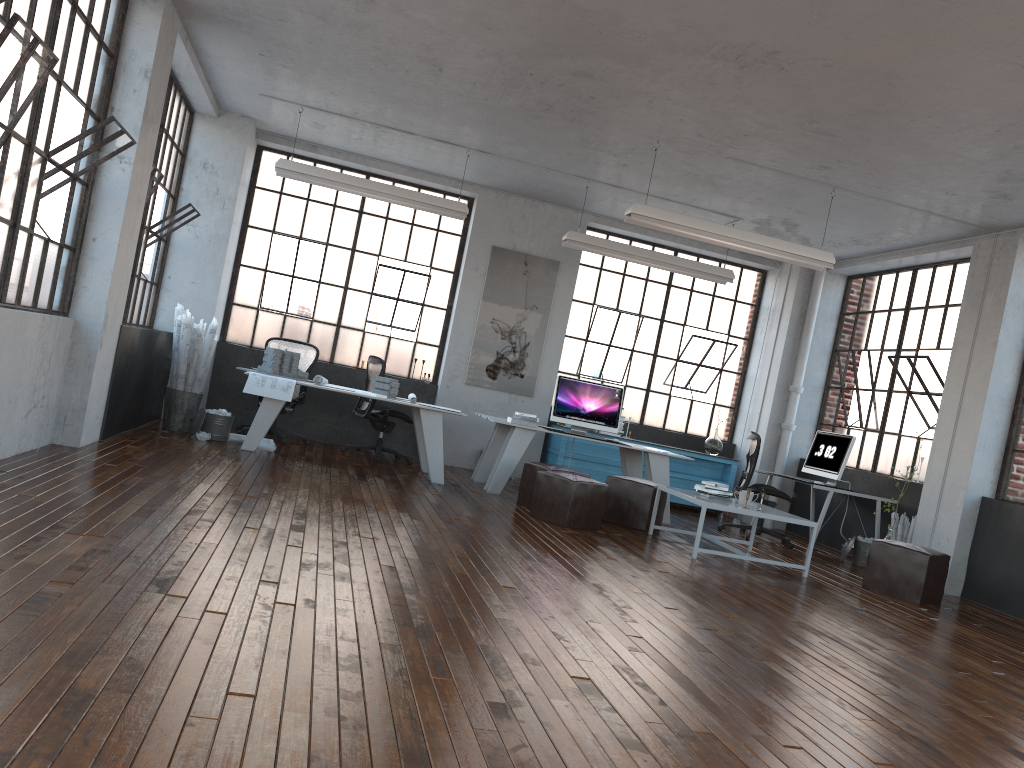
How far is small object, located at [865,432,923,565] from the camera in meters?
7.7

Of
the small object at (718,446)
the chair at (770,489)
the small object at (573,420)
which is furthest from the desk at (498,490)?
the small object at (718,446)

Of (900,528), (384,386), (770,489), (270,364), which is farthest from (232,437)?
(900,528)

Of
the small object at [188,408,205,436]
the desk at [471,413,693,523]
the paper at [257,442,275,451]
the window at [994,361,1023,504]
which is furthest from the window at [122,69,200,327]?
the window at [994,361,1023,504]

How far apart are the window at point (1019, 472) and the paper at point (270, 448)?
6.51m

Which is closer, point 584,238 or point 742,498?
point 742,498

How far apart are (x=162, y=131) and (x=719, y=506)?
5.8 meters

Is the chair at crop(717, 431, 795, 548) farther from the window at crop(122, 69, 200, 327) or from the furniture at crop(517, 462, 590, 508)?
the window at crop(122, 69, 200, 327)

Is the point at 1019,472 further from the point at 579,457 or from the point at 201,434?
the point at 201,434

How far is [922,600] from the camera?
6.80m
